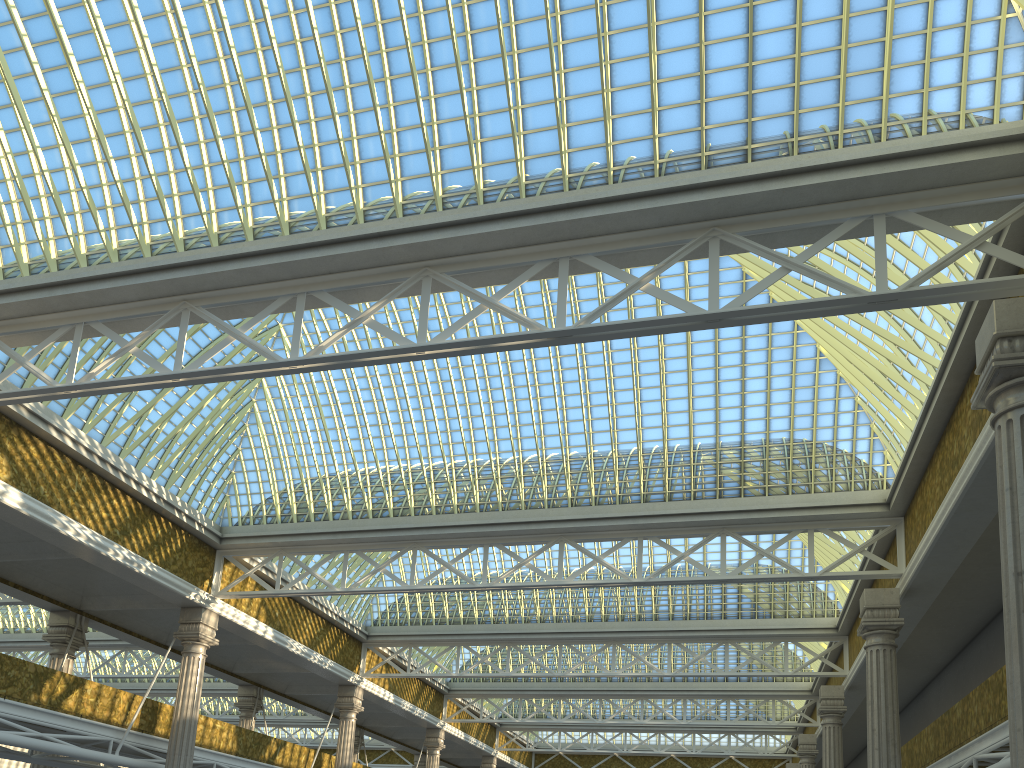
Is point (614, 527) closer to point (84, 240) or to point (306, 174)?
point (306, 174)
